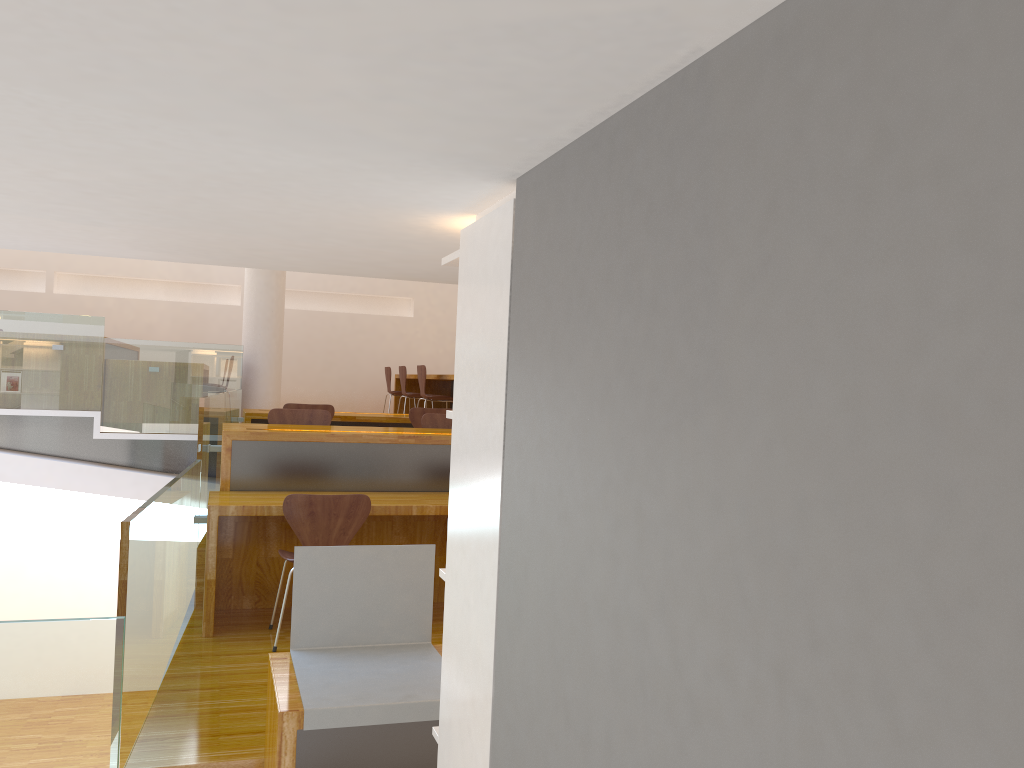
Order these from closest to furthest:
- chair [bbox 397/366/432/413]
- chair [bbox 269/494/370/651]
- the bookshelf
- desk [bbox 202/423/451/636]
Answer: the bookshelf → chair [bbox 269/494/370/651] → desk [bbox 202/423/451/636] → chair [bbox 397/366/432/413]

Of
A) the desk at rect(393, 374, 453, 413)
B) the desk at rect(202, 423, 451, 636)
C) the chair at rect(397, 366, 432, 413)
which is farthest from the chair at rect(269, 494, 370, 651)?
the chair at rect(397, 366, 432, 413)

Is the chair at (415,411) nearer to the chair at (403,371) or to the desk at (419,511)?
the desk at (419,511)

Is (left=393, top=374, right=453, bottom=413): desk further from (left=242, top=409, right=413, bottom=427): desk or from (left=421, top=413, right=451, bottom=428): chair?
(left=421, top=413, right=451, bottom=428): chair

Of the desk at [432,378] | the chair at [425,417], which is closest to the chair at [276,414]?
the chair at [425,417]

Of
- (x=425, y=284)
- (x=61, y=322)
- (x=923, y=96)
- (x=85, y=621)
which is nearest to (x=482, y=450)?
(x=923, y=96)

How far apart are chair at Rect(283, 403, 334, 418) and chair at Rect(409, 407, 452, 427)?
0.6m

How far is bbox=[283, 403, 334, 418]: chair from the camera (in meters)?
6.81

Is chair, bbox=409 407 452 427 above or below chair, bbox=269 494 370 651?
above

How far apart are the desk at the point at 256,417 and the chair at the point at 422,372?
0.7m
